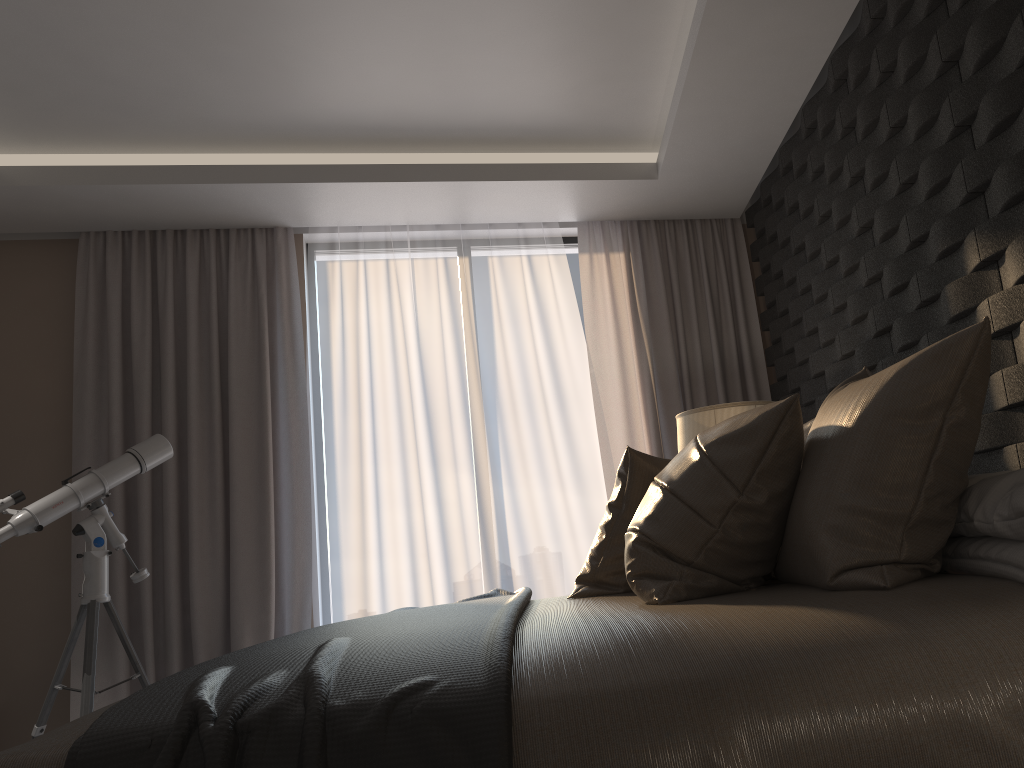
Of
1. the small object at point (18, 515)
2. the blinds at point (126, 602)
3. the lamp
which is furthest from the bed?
the blinds at point (126, 602)

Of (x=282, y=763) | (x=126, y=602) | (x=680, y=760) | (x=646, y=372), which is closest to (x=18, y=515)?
(x=126, y=602)

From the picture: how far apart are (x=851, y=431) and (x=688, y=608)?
0.5m

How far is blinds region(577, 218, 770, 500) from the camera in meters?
4.6

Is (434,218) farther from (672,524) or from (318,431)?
(672,524)

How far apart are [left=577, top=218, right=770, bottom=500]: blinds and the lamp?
1.0 meters

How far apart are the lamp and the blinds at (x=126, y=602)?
1.9m

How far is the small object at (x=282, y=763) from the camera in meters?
1.1

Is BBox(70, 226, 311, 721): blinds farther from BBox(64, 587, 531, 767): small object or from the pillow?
the pillow

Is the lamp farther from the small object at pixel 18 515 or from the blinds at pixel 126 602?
the small object at pixel 18 515
